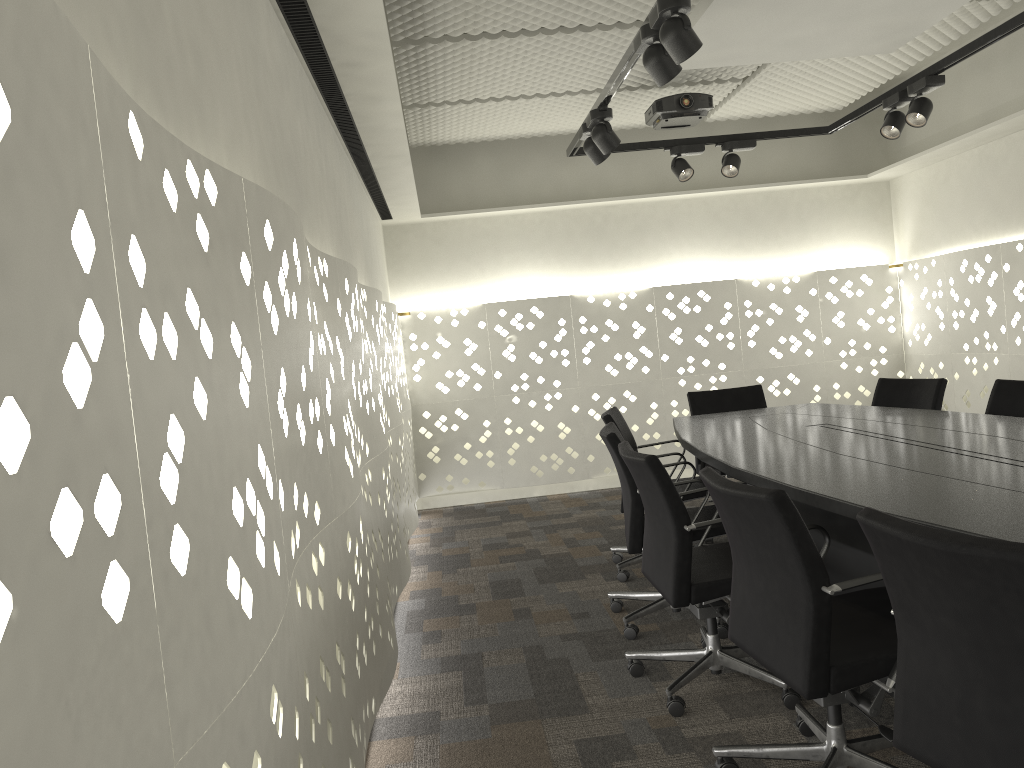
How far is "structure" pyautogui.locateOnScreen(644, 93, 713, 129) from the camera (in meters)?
4.85

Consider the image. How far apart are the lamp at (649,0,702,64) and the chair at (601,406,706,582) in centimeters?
173cm

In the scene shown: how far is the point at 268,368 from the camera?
1.4m

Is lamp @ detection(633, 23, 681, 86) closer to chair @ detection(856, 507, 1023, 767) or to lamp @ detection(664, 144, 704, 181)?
chair @ detection(856, 507, 1023, 767)

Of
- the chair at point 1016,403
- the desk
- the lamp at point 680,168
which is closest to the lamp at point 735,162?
the lamp at point 680,168

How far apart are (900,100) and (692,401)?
1.76m

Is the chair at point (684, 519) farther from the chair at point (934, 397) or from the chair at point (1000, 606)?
the chair at point (934, 397)

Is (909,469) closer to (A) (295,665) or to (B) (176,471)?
(A) (295,665)

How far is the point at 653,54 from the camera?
2.76m

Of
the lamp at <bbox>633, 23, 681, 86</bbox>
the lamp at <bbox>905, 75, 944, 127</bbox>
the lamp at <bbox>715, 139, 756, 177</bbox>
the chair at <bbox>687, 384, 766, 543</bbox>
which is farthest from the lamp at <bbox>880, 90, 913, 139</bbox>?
the lamp at <bbox>633, 23, 681, 86</bbox>
